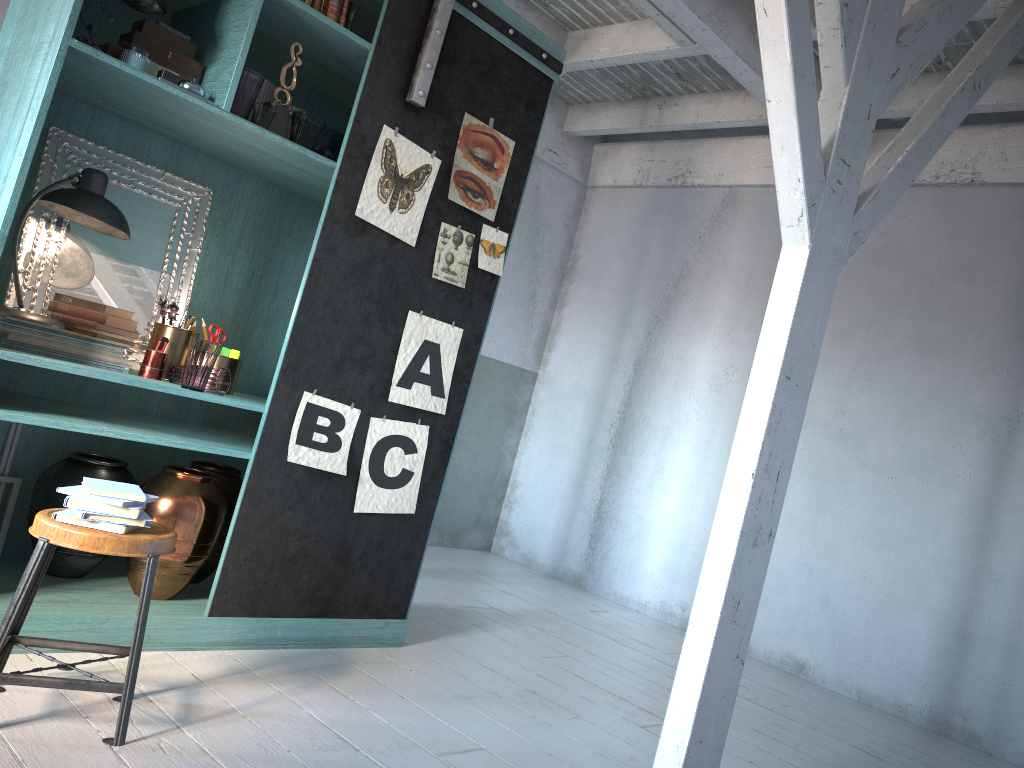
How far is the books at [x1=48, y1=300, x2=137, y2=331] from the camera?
3.95m

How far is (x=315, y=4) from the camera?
4.1m

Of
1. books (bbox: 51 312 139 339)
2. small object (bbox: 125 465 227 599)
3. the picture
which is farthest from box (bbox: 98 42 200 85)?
small object (bbox: 125 465 227 599)

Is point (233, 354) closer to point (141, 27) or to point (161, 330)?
point (161, 330)

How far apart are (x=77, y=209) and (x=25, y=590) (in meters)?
1.75

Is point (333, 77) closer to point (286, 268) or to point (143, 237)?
point (286, 268)

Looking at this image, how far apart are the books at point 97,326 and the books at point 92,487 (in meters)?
1.02

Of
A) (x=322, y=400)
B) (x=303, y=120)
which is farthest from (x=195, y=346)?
(x=303, y=120)

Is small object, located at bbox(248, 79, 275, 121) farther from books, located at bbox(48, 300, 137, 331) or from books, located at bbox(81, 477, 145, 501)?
books, located at bbox(81, 477, 145, 501)

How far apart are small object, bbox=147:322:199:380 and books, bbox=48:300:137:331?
0.1 meters
